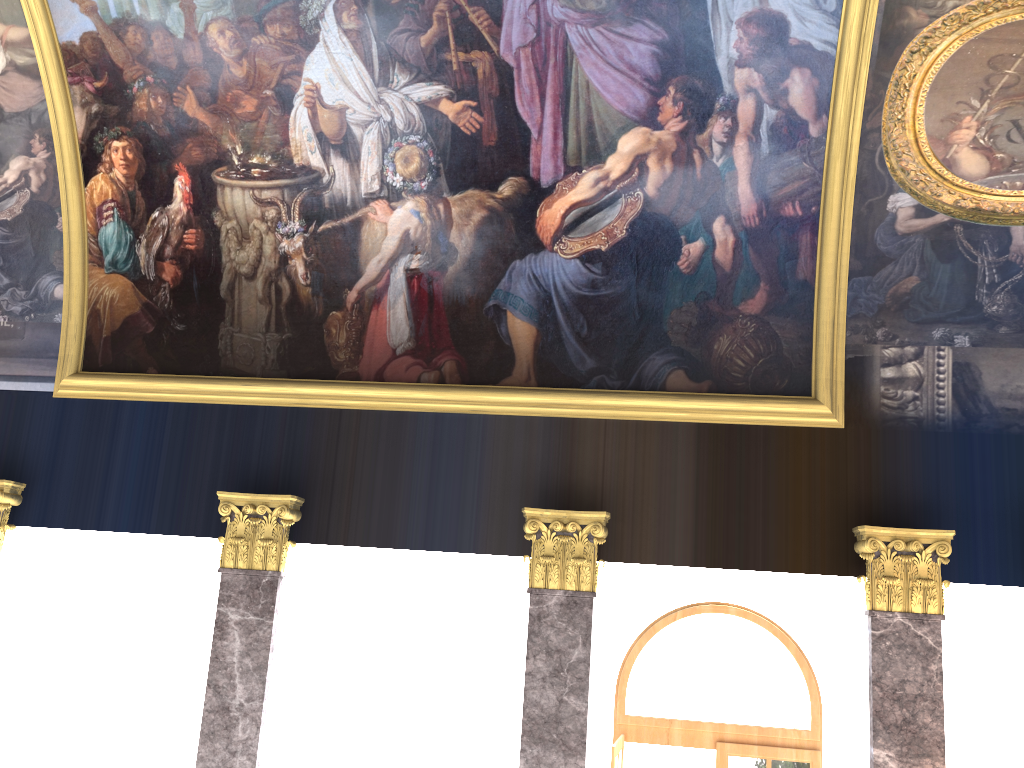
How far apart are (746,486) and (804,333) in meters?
1.8 m
